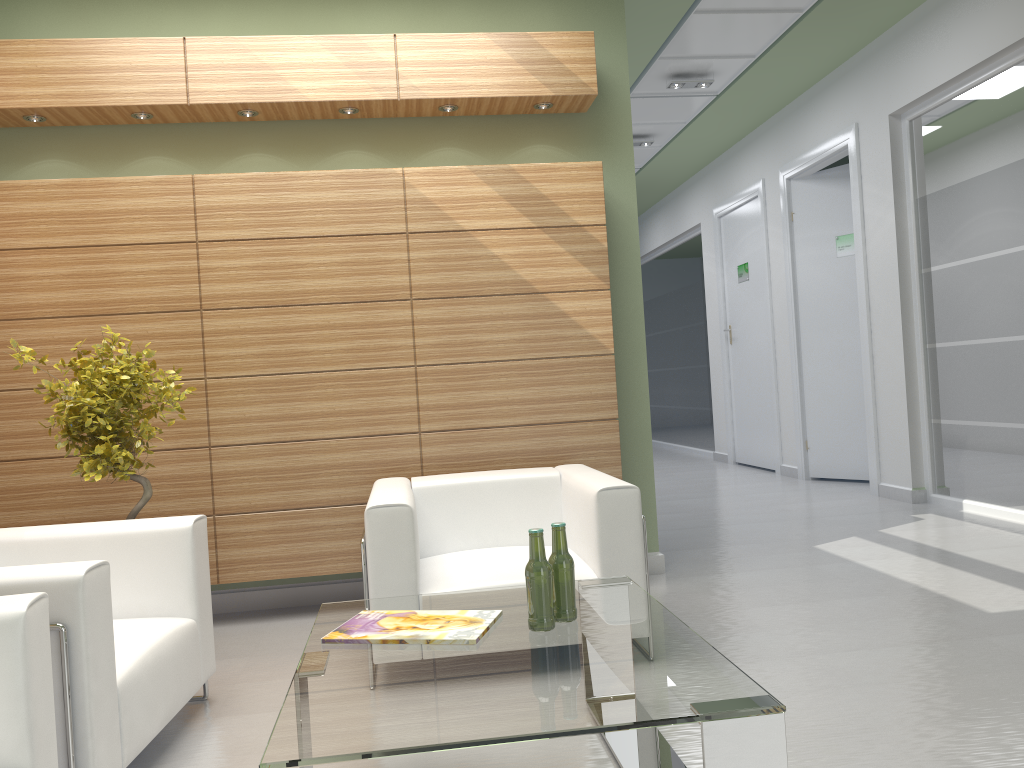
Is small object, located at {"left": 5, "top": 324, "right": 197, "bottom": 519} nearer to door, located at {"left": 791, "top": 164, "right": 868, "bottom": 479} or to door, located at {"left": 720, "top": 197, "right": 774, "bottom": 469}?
door, located at {"left": 791, "top": 164, "right": 868, "bottom": 479}

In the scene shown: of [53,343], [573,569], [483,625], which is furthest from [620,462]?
[53,343]

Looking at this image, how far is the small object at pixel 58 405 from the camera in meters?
6.1

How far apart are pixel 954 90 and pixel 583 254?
6.0 meters

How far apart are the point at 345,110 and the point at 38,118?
2.6 meters

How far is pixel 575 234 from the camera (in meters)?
8.01

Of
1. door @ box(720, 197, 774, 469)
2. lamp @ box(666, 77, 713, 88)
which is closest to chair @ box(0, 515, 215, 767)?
lamp @ box(666, 77, 713, 88)

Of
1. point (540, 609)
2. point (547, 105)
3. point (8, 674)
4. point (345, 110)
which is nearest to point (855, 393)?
point (547, 105)

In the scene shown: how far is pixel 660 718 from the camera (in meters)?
3.01

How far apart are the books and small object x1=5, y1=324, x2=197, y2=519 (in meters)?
2.47
